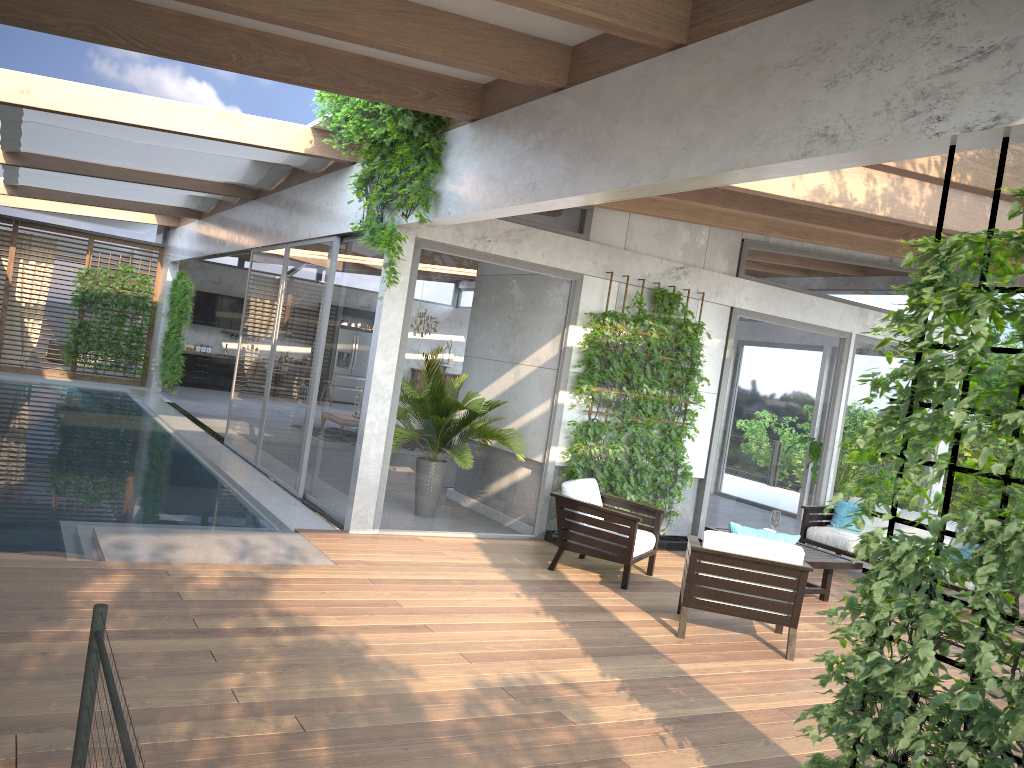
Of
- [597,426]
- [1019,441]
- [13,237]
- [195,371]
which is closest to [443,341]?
[597,426]

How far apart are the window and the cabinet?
0.9m

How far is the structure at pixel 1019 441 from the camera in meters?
2.8 m

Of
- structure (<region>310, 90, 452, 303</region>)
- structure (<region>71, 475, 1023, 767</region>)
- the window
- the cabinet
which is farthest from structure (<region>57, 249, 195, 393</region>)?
structure (<region>71, 475, 1023, 767</region>)

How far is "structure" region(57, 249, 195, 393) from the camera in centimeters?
1752cm

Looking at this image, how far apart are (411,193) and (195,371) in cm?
1571

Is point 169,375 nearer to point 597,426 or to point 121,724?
point 597,426

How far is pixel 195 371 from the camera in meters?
21.0 m

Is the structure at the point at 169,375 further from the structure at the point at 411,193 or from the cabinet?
the structure at the point at 411,193

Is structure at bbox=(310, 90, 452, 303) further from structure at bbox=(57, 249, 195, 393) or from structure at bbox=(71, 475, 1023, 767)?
structure at bbox=(57, 249, 195, 393)
